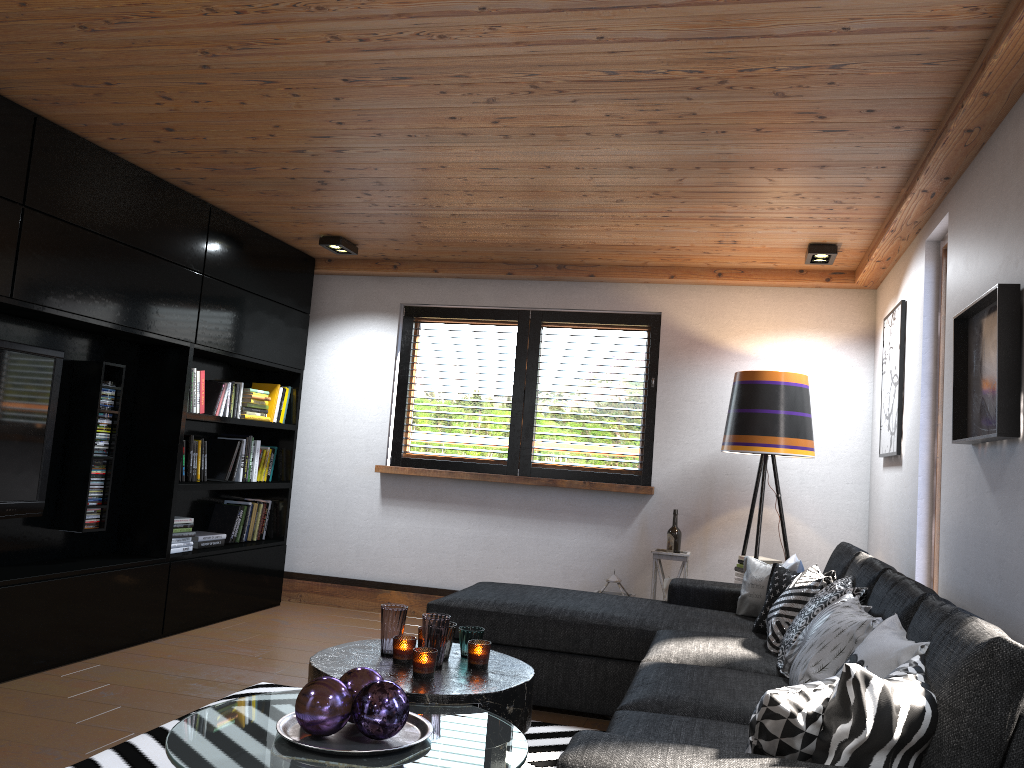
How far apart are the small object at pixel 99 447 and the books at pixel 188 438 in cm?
62

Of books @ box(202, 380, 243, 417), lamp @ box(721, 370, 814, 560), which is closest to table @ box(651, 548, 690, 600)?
lamp @ box(721, 370, 814, 560)

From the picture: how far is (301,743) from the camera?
2.12m

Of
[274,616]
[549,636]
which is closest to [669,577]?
[549,636]

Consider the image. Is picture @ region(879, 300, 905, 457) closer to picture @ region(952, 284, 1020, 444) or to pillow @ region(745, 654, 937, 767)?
picture @ region(952, 284, 1020, 444)

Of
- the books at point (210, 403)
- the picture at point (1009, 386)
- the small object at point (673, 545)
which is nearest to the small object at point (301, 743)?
the picture at point (1009, 386)

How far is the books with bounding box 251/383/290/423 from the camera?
5.95m

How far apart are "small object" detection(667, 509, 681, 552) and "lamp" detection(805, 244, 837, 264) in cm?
174

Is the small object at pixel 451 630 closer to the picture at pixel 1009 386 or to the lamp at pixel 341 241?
the picture at pixel 1009 386

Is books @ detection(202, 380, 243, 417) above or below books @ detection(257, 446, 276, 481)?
above
